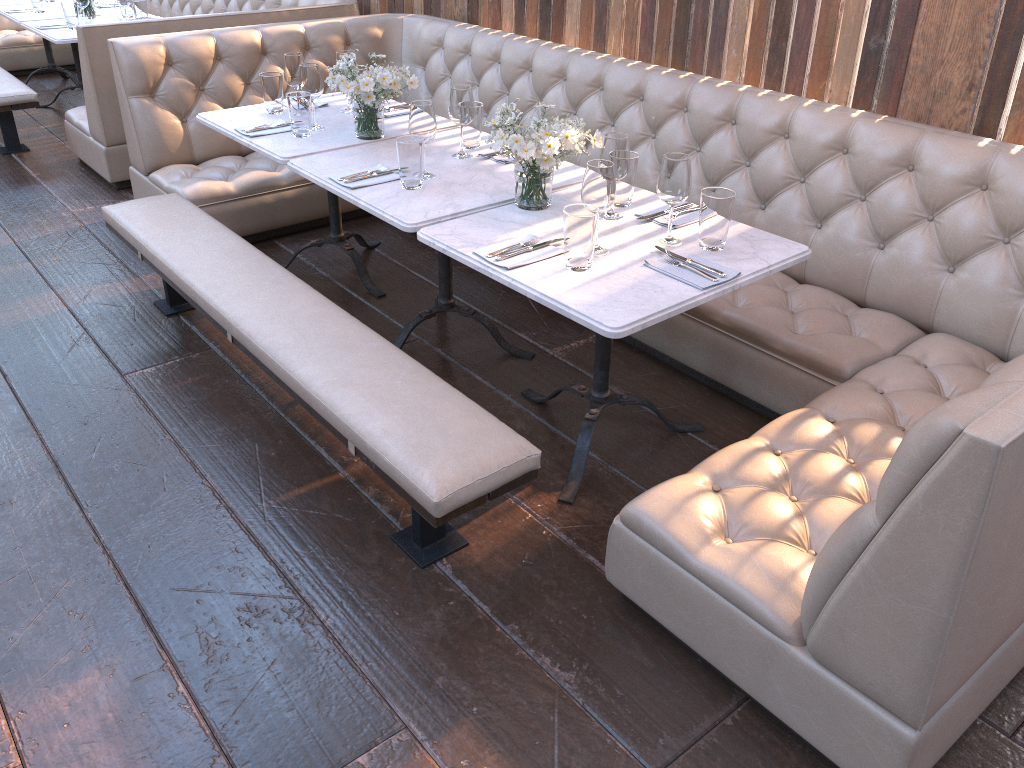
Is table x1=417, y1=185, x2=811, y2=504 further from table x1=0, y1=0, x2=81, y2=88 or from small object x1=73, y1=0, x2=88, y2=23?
table x1=0, y1=0, x2=81, y2=88

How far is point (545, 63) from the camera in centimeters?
398cm

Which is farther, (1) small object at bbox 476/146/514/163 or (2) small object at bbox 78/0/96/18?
(2) small object at bbox 78/0/96/18

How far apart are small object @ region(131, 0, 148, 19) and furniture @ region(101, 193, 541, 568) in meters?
2.5

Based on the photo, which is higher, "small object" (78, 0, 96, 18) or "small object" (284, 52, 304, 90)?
"small object" (284, 52, 304, 90)

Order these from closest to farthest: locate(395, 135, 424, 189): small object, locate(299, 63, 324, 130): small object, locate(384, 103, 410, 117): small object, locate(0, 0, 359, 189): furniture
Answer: locate(395, 135, 424, 189): small object
locate(299, 63, 324, 130): small object
locate(384, 103, 410, 117): small object
locate(0, 0, 359, 189): furniture

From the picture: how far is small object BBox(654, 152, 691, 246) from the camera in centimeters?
229cm

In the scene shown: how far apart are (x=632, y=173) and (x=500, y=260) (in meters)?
0.59

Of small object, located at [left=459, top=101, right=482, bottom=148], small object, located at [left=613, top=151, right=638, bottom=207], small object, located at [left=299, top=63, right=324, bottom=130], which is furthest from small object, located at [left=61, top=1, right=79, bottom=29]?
small object, located at [left=613, top=151, right=638, bottom=207]

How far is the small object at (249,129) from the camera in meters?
3.3
